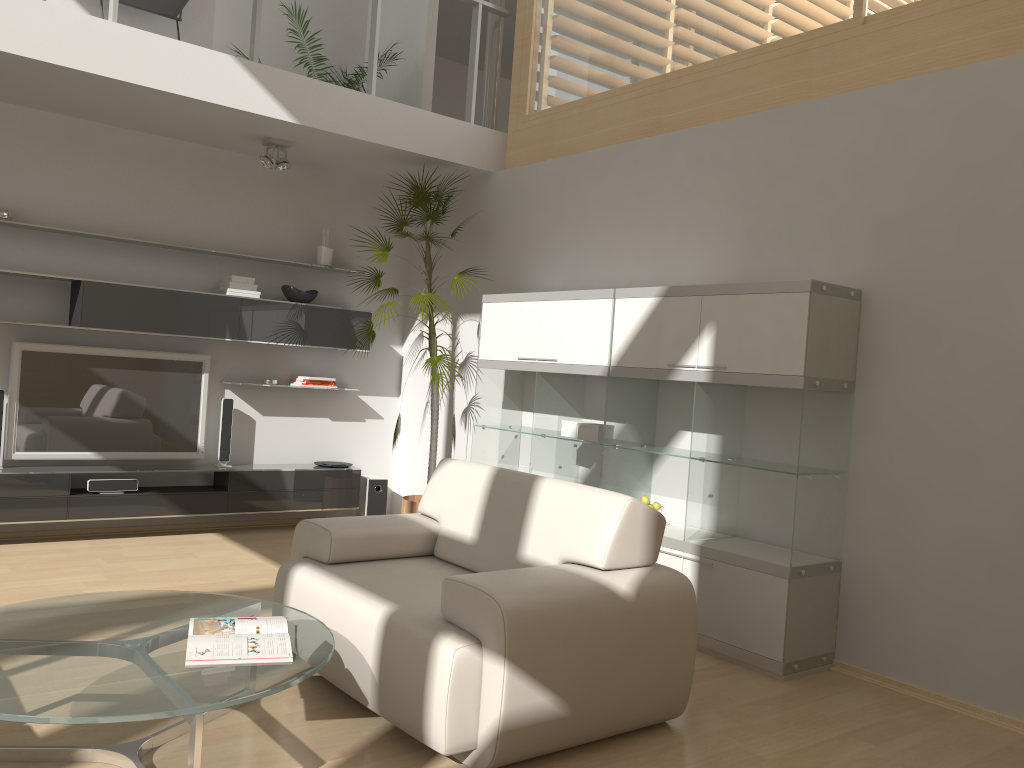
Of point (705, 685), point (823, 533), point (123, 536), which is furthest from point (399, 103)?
point (705, 685)

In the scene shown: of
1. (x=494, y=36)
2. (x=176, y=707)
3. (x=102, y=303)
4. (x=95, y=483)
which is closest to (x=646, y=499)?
(x=176, y=707)

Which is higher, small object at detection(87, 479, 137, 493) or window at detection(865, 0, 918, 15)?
window at detection(865, 0, 918, 15)

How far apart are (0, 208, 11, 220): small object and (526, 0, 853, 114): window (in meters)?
3.42

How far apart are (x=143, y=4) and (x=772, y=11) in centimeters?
388cm

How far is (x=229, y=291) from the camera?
6.1 meters

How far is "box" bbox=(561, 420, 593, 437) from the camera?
5.2m

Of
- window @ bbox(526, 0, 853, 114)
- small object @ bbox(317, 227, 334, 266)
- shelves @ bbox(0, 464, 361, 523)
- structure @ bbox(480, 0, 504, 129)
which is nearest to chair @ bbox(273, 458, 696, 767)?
shelves @ bbox(0, 464, 361, 523)

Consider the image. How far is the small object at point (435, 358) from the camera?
5.98m

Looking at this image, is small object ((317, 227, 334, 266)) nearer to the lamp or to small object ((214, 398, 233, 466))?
the lamp
